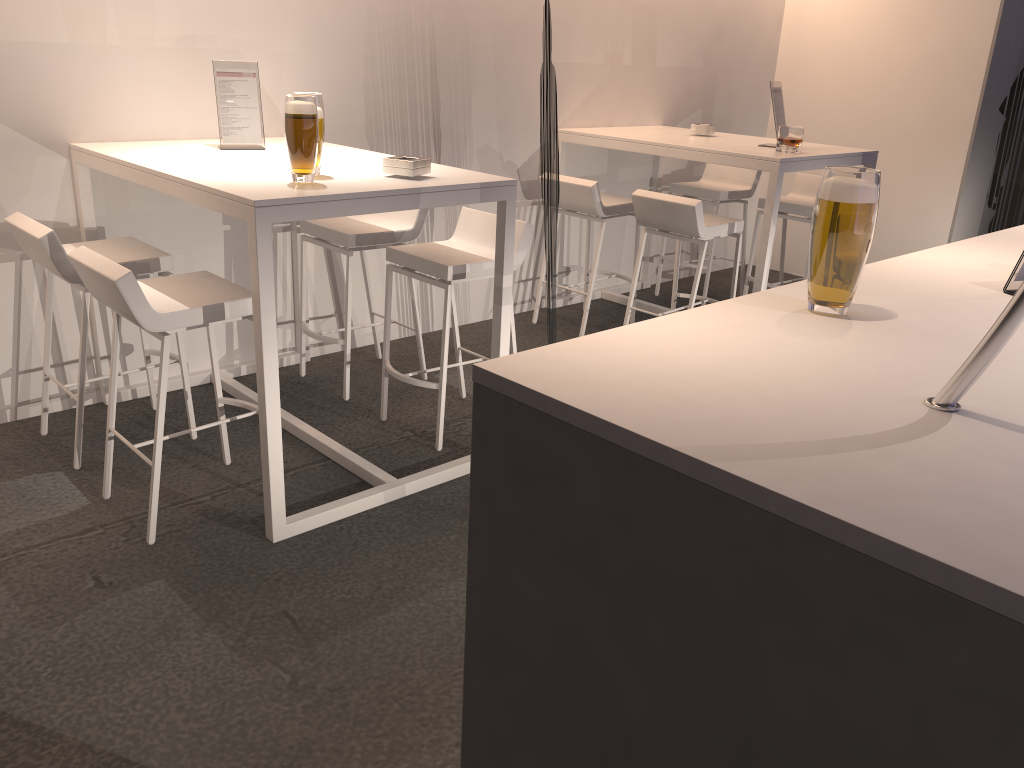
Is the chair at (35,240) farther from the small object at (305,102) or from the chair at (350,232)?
the small object at (305,102)

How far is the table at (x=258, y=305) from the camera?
2.56m

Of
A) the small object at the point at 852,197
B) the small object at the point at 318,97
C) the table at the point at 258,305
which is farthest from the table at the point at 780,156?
the small object at the point at 852,197

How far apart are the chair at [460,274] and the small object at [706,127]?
2.1 meters

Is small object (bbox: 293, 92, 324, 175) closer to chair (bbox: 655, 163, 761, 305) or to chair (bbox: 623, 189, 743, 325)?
chair (bbox: 623, 189, 743, 325)

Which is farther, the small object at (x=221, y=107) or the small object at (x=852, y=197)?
the small object at (x=221, y=107)

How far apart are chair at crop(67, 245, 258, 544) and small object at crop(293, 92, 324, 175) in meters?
0.6

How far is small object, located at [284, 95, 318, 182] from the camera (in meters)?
2.68

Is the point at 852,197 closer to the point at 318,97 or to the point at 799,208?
the point at 318,97

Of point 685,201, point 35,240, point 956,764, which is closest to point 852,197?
point 956,764
